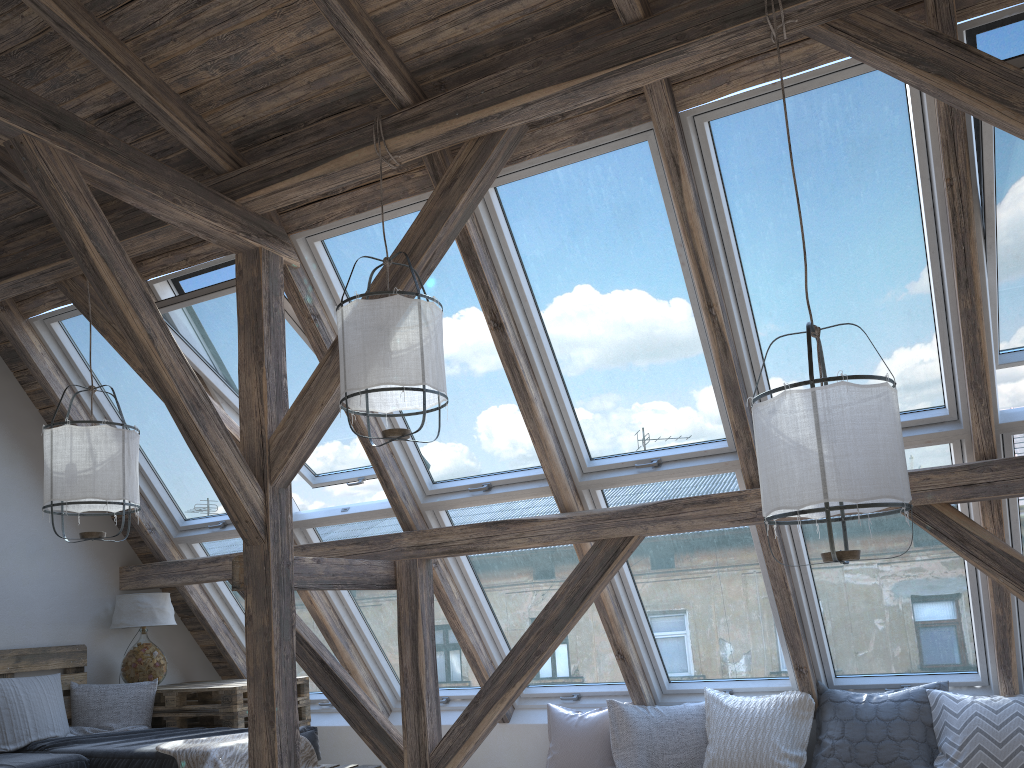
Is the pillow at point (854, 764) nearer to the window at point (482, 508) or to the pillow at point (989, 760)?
the pillow at point (989, 760)

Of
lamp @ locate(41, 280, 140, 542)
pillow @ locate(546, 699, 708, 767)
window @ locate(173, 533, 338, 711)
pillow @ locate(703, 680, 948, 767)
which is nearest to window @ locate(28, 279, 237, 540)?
window @ locate(173, 533, 338, 711)

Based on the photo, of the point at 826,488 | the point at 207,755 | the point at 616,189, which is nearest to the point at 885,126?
the point at 616,189

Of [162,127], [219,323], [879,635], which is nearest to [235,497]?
[219,323]

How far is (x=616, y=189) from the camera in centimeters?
372cm

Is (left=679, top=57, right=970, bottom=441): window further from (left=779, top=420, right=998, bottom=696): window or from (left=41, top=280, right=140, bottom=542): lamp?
(left=41, top=280, right=140, bottom=542): lamp

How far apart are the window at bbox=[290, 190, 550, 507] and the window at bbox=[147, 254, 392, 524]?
0.2 meters

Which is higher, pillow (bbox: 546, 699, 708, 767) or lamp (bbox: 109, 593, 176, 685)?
lamp (bbox: 109, 593, 176, 685)

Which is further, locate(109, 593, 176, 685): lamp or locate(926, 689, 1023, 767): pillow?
locate(109, 593, 176, 685): lamp

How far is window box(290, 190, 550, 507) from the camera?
4.15m
